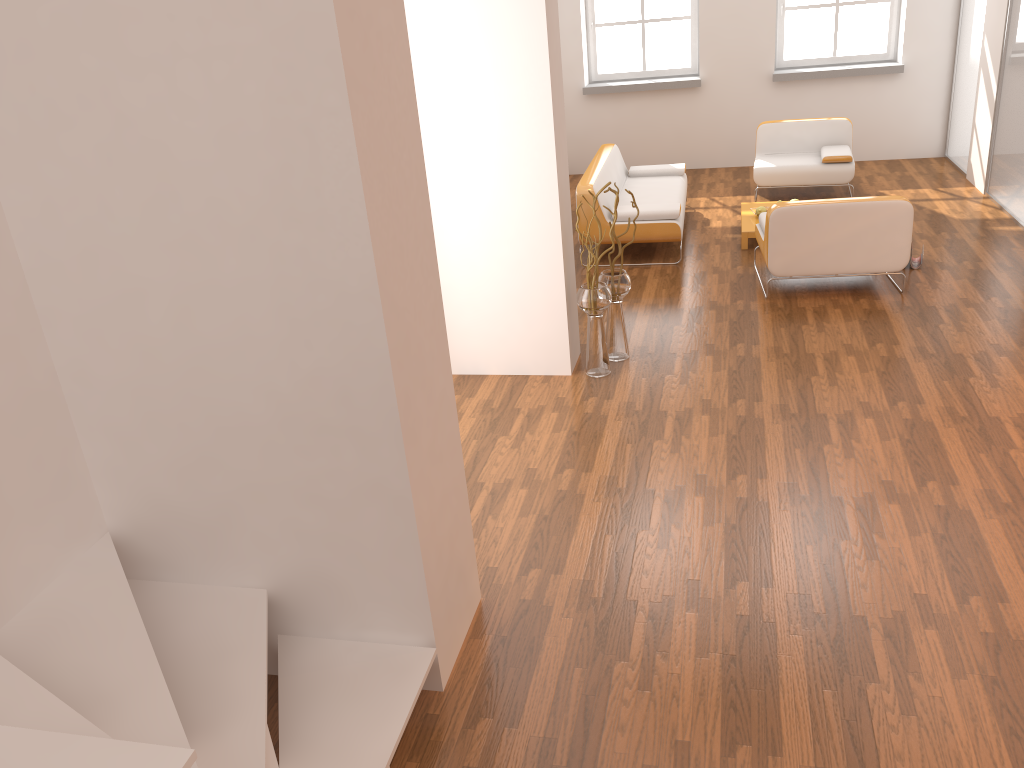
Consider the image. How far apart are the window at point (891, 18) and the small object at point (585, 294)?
6.0 meters

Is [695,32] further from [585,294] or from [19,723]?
[19,723]

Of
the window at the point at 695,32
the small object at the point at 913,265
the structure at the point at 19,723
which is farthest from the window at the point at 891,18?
the structure at the point at 19,723

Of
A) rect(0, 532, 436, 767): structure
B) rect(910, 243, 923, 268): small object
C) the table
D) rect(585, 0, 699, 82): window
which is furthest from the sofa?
rect(0, 532, 436, 767): structure

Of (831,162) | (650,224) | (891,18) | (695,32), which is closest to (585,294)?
(650,224)

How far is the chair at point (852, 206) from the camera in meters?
5.8

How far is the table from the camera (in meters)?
7.20

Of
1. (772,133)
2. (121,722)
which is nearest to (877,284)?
(772,133)

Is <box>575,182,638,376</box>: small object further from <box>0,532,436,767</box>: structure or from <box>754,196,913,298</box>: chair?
<box>0,532,436,767</box>: structure

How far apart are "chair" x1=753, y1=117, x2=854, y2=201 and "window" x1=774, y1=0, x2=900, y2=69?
1.6 meters
